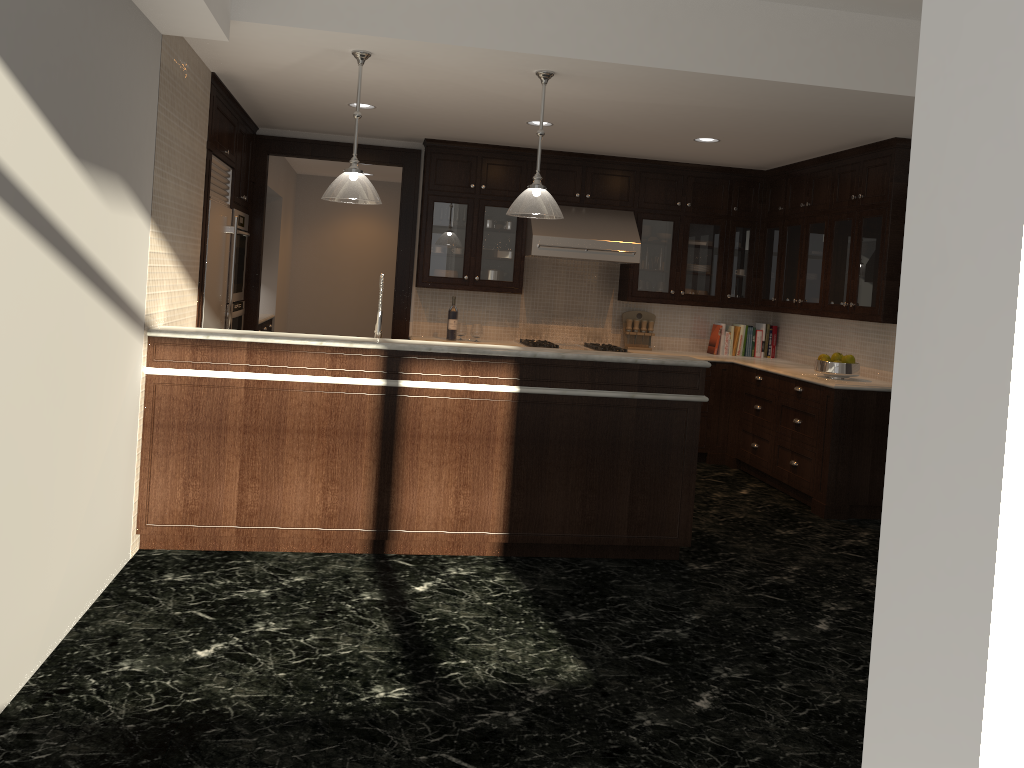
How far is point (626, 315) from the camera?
7.96m

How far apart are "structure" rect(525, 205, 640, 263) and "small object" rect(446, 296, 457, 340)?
0.78m

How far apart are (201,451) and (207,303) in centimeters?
166cm

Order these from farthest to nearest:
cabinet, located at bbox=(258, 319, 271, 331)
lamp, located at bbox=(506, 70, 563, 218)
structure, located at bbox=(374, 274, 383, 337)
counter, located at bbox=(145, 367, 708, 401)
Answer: cabinet, located at bbox=(258, 319, 271, 331) < structure, located at bbox=(374, 274, 383, 337) < lamp, located at bbox=(506, 70, 563, 218) < counter, located at bbox=(145, 367, 708, 401)

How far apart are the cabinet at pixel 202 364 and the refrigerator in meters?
1.5

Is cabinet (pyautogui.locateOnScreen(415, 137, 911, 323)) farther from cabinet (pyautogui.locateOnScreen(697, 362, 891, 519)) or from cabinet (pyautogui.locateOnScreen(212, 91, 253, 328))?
cabinet (pyautogui.locateOnScreen(212, 91, 253, 328))

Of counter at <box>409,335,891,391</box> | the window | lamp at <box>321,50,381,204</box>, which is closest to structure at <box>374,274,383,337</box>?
lamp at <box>321,50,381,204</box>

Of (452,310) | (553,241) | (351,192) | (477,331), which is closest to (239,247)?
(452,310)

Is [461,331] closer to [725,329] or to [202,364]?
[725,329]

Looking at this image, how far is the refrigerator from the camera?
5.7 meters
